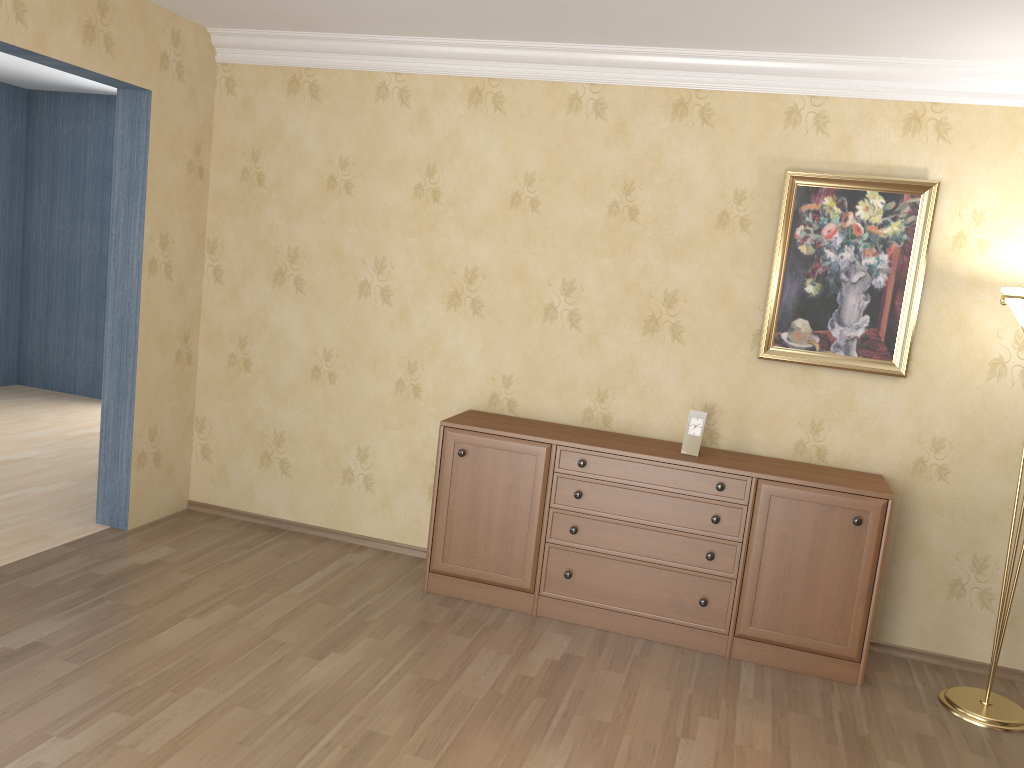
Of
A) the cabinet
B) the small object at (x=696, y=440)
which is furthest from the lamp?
the small object at (x=696, y=440)

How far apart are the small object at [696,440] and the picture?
0.42m

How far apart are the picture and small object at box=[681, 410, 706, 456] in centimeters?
42cm

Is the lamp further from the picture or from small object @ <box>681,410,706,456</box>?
small object @ <box>681,410,706,456</box>

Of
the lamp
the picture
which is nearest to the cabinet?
the lamp

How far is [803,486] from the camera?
3.67m

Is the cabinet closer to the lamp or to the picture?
the lamp

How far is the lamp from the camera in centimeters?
340cm

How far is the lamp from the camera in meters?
3.4 m

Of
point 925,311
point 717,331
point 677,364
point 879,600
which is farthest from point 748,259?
point 879,600
